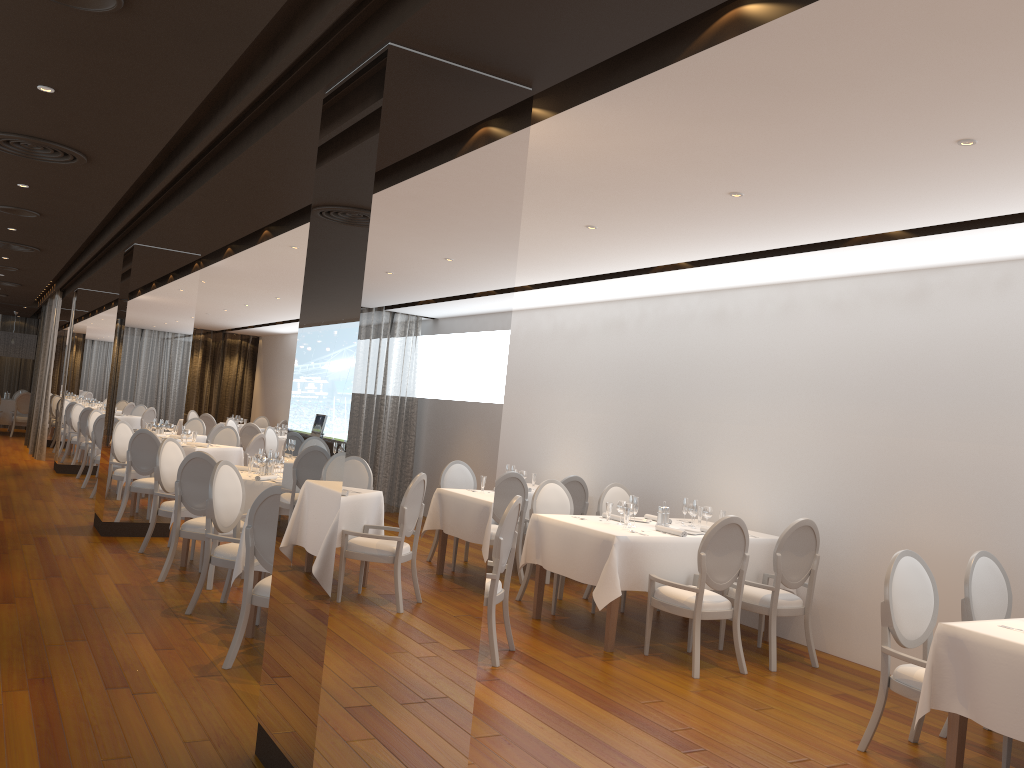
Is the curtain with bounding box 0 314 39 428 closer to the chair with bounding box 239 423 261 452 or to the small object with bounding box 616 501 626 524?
the chair with bounding box 239 423 261 452

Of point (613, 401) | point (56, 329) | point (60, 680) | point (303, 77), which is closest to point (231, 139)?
point (303, 77)

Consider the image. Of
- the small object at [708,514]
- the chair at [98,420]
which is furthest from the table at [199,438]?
the small object at [708,514]

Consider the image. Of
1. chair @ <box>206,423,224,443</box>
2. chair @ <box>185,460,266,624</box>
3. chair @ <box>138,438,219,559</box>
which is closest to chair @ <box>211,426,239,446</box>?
chair @ <box>206,423,224,443</box>

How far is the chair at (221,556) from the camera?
6.3m

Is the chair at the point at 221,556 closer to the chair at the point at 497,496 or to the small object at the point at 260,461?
the small object at the point at 260,461

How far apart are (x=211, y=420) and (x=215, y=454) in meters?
6.9 m

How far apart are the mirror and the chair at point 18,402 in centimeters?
248cm

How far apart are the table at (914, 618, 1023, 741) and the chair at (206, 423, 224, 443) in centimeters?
1127cm

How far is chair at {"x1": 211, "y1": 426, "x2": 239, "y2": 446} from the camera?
12.70m
